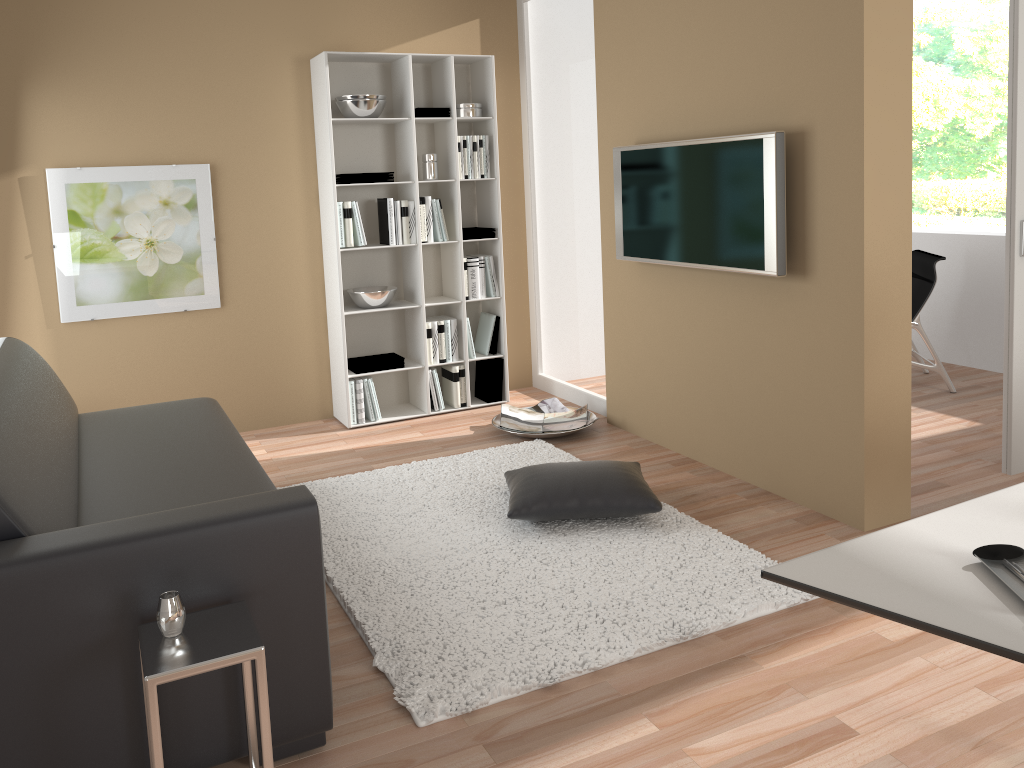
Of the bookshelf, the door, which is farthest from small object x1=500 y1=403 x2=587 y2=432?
the door

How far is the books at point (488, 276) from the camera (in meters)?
5.41

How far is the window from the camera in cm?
1127

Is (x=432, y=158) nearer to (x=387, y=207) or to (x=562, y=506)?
(x=387, y=207)

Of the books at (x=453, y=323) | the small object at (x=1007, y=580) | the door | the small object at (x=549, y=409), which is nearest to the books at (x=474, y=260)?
the books at (x=453, y=323)

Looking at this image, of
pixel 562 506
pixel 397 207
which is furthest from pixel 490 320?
pixel 562 506

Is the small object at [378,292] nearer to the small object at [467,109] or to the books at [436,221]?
the books at [436,221]

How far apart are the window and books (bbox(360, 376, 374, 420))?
9.6 meters

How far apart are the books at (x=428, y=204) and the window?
9.22m

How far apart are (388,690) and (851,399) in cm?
204
